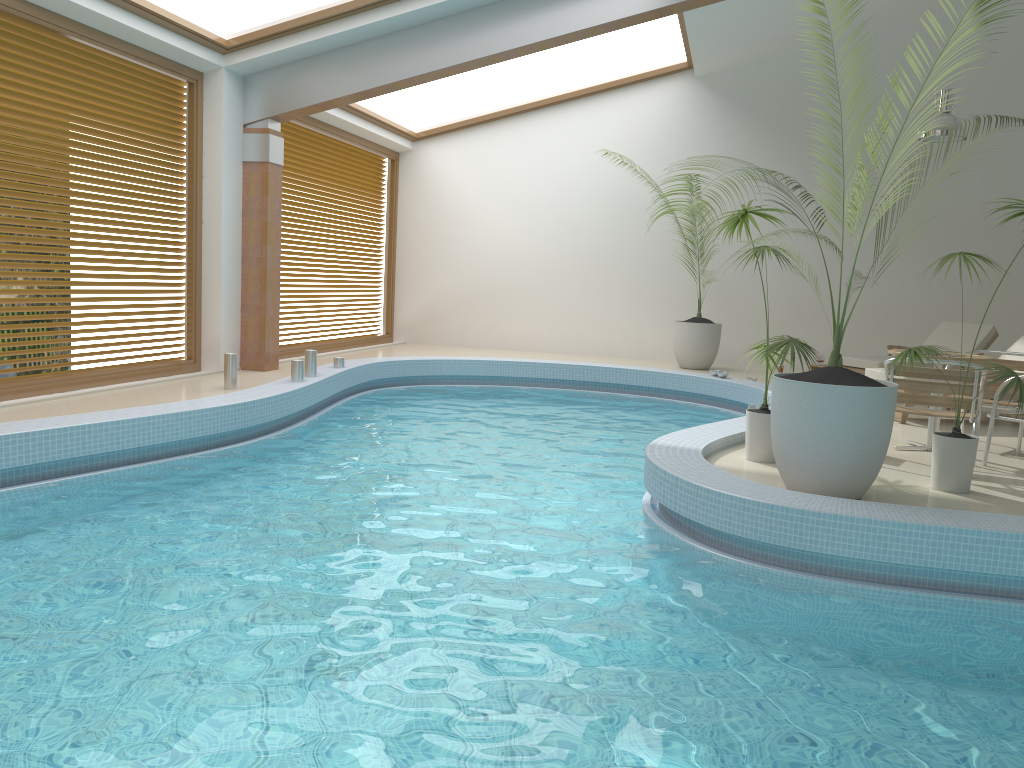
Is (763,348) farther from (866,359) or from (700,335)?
(700,335)

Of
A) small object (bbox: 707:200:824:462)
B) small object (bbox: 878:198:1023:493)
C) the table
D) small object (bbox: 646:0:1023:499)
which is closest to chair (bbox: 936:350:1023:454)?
the table

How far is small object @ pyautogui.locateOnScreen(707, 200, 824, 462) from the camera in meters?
5.5

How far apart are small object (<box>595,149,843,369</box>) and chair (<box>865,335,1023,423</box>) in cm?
365

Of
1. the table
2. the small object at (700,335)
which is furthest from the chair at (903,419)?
the small object at (700,335)

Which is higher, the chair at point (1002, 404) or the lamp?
the lamp

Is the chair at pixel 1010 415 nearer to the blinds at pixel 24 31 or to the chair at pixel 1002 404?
the chair at pixel 1002 404

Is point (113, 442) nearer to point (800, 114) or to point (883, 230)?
point (800, 114)

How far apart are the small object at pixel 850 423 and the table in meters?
1.9 m

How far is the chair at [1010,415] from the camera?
5.9m
